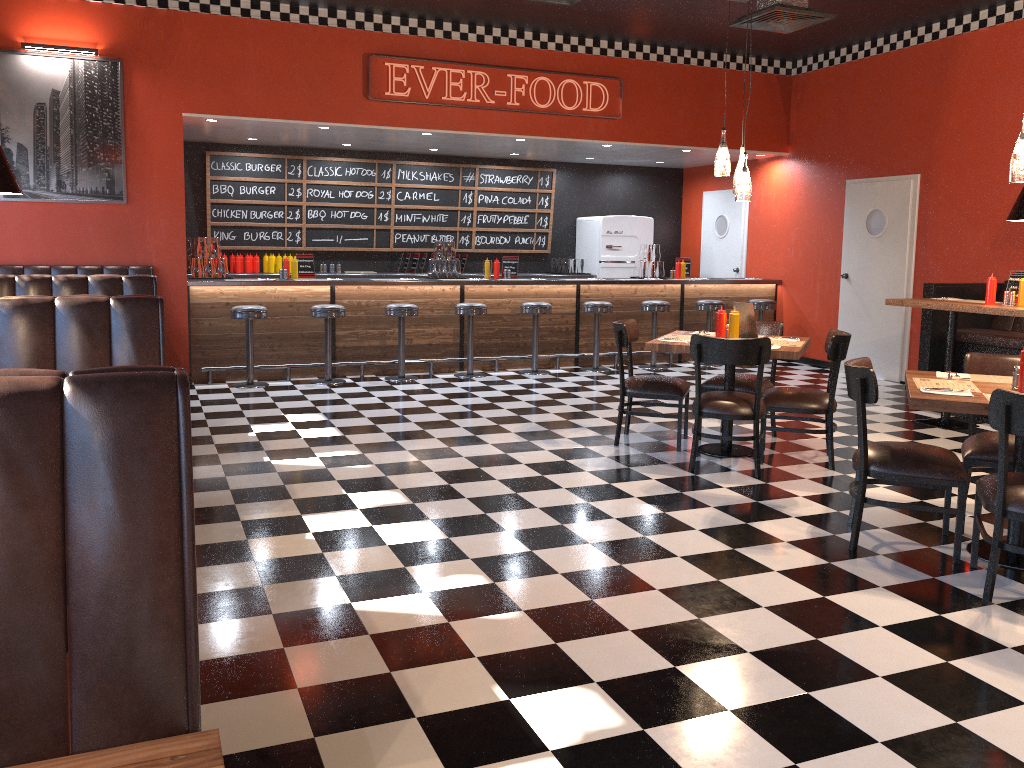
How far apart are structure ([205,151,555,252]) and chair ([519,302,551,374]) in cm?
263

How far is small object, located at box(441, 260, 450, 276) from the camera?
9.8m

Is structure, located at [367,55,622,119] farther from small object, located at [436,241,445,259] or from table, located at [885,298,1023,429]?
table, located at [885,298,1023,429]

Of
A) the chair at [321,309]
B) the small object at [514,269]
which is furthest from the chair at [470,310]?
the chair at [321,309]

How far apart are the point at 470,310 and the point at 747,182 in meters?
3.9

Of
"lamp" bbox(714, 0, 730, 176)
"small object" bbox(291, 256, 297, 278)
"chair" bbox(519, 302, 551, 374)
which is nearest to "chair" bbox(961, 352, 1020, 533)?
"lamp" bbox(714, 0, 730, 176)

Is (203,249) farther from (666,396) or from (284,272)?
(666,396)

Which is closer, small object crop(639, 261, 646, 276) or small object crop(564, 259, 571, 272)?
small object crop(639, 261, 646, 276)

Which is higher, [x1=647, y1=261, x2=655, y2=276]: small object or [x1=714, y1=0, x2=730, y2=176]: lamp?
[x1=714, y1=0, x2=730, y2=176]: lamp

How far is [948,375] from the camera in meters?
4.4
